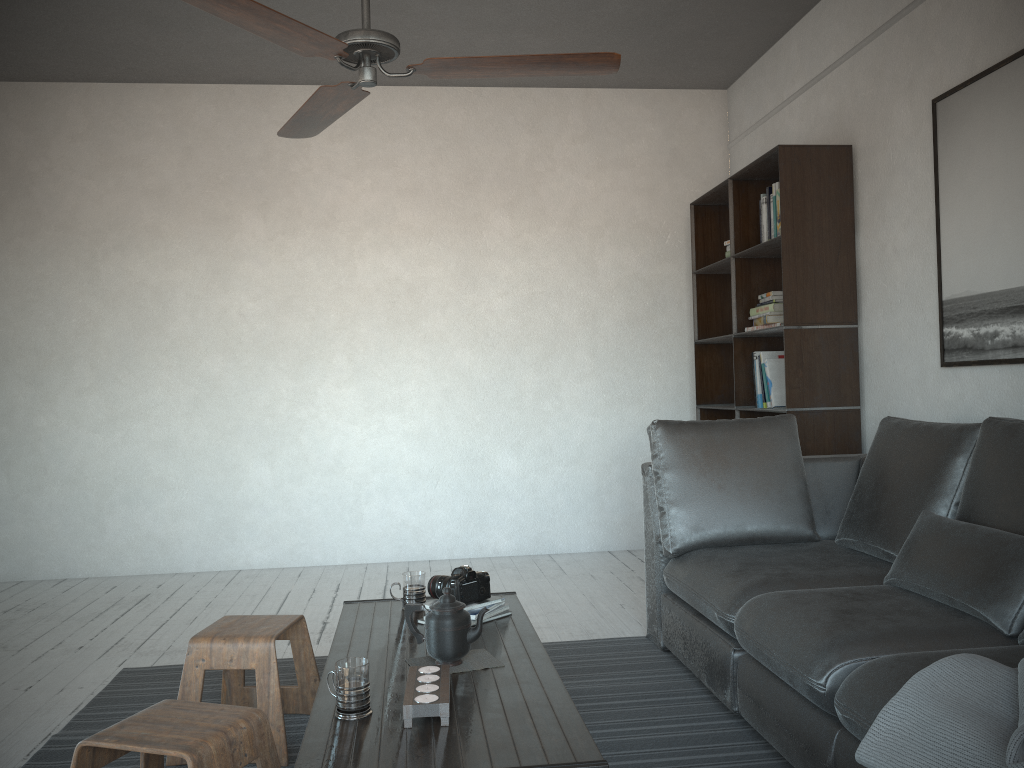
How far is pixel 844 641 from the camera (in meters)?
2.08

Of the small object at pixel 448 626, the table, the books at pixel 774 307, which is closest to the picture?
the books at pixel 774 307

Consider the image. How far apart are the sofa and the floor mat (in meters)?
0.04

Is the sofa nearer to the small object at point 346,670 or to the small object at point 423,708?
the small object at point 423,708

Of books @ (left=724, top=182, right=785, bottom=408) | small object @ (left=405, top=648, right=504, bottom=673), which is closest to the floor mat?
small object @ (left=405, top=648, right=504, bottom=673)

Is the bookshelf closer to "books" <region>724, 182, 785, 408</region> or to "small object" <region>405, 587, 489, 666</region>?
"books" <region>724, 182, 785, 408</region>

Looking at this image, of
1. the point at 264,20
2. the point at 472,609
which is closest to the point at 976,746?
the point at 472,609

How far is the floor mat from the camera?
2.5m

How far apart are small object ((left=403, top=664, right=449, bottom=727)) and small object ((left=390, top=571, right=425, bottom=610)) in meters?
0.8 m

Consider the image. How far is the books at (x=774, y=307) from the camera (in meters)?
4.31
